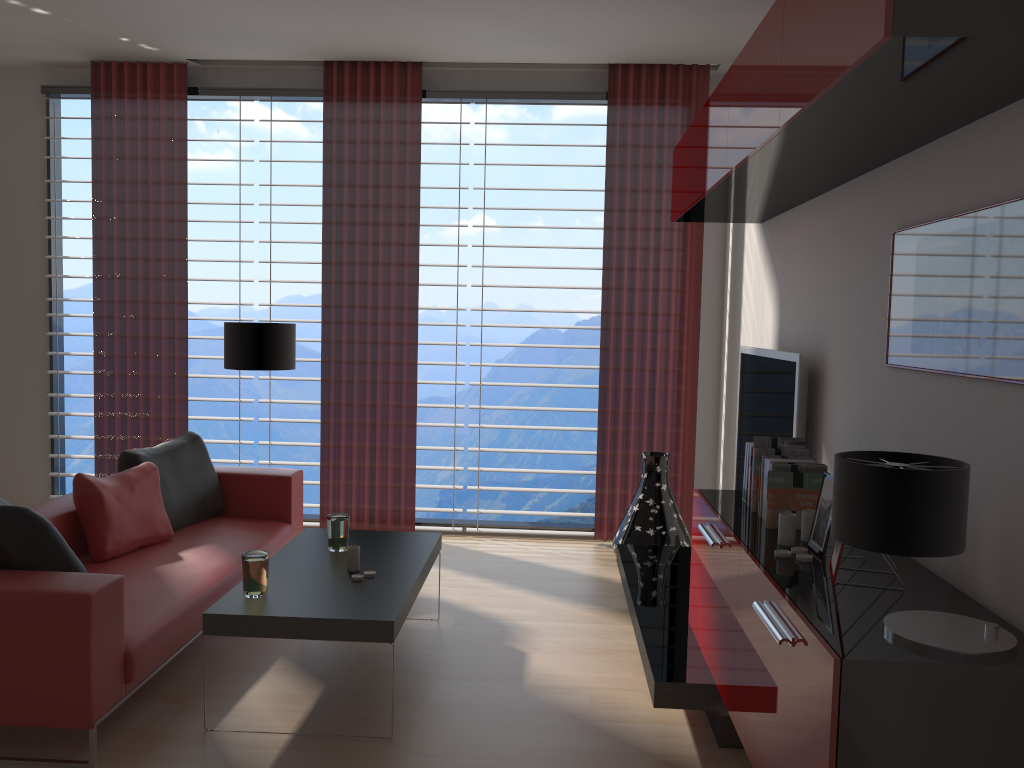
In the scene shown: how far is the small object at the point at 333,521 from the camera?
5.32m

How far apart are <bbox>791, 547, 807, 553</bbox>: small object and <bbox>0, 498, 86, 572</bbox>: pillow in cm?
333

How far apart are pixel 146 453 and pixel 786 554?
4.44m

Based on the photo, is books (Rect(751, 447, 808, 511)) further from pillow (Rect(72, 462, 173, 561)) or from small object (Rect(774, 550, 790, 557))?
pillow (Rect(72, 462, 173, 561))

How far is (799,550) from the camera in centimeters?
361cm

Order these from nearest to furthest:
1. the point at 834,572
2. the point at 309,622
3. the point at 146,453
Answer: the point at 834,572, the point at 309,622, the point at 146,453

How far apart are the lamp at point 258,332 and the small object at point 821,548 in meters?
4.7

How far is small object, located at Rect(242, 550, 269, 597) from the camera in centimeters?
441cm

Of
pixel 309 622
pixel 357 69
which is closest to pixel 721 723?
pixel 309 622

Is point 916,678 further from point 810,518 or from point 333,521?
point 333,521
